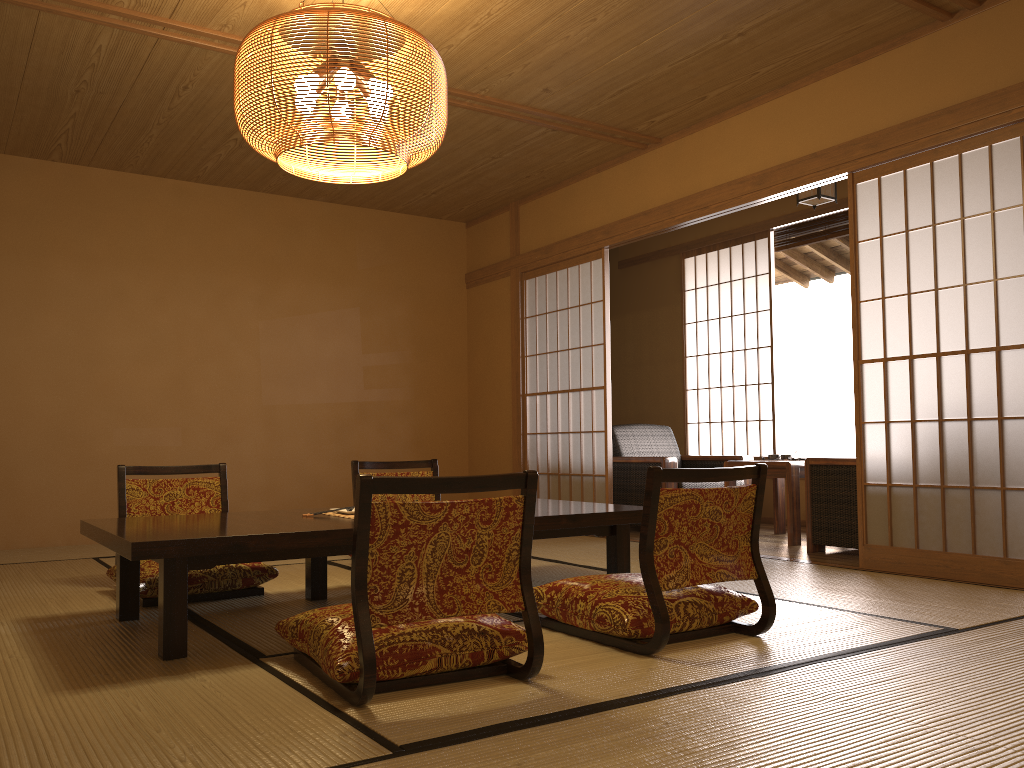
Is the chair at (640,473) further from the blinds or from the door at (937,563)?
the blinds

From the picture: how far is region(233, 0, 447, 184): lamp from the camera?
3.0m

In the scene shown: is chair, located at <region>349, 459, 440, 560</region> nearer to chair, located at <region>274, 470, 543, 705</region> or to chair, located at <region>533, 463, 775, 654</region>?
chair, located at <region>533, 463, 775, 654</region>

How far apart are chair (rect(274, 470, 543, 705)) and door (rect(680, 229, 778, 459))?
4.9 meters

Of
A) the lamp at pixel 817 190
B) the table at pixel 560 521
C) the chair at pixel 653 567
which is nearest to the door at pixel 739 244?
the lamp at pixel 817 190

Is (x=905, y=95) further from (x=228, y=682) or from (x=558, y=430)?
(x=228, y=682)

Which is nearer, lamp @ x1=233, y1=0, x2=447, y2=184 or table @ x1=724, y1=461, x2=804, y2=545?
lamp @ x1=233, y1=0, x2=447, y2=184

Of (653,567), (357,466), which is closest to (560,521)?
(653,567)

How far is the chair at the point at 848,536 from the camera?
4.7 meters

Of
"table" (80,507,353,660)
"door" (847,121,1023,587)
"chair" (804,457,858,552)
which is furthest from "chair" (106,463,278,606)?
"chair" (804,457,858,552)
